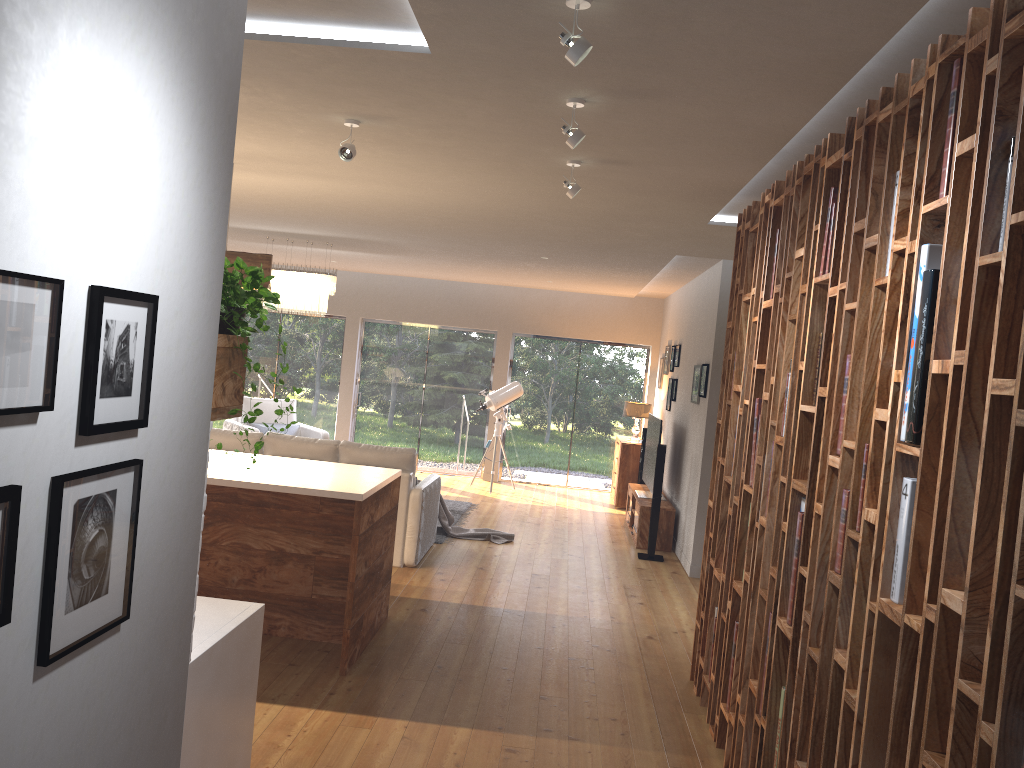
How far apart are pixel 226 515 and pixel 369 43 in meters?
3.2 m

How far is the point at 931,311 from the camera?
2.2 meters

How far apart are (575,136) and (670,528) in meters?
6.1 m

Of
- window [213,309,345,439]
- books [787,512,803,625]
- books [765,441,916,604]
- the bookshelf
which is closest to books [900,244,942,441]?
the bookshelf

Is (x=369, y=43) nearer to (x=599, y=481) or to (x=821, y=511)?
(x=821, y=511)

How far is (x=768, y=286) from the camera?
4.18m

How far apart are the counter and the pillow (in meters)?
8.01

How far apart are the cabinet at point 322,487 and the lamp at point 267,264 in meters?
1.1

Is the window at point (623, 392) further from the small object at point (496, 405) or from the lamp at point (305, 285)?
the lamp at point (305, 285)

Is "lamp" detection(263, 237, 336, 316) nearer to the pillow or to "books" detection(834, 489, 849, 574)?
the pillow
